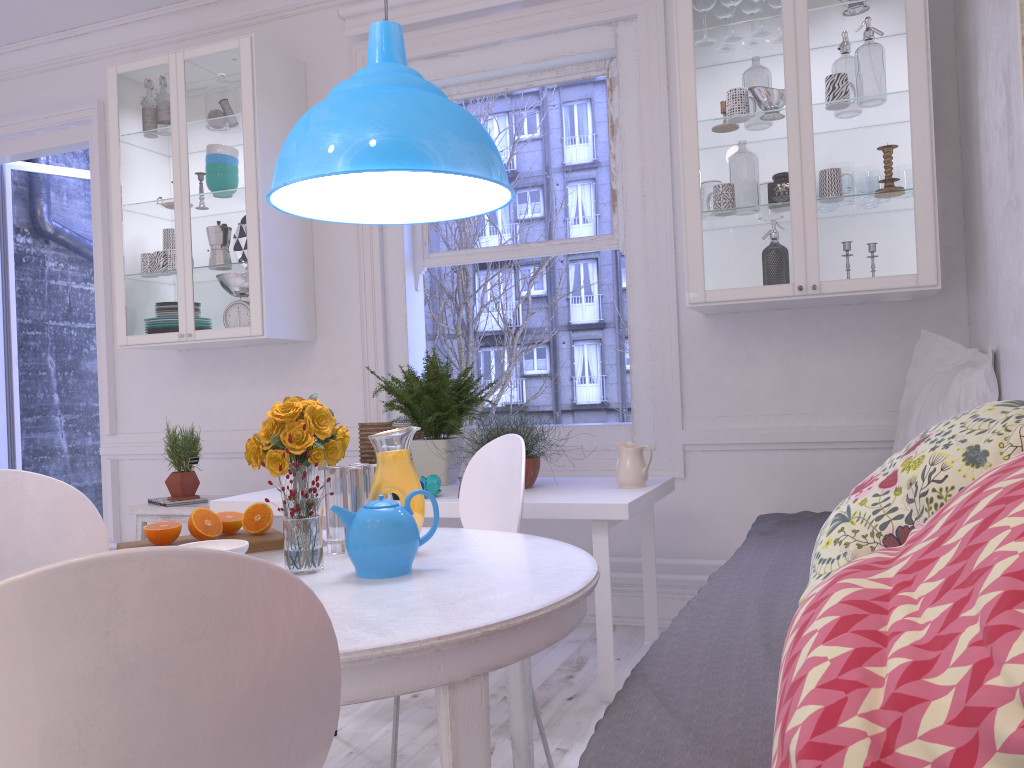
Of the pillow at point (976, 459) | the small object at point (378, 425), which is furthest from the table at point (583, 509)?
the pillow at point (976, 459)

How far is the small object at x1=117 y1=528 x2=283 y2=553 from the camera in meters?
2.0 m

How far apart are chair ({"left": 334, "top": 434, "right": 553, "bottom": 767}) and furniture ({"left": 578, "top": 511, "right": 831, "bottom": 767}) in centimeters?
48cm

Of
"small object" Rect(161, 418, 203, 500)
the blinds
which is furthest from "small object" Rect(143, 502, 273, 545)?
the blinds

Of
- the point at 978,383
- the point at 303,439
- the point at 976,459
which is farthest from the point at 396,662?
the point at 978,383

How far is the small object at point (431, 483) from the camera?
2.9 meters

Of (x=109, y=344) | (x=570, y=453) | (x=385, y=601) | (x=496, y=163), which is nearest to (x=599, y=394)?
(x=570, y=453)

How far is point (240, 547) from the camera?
1.7m

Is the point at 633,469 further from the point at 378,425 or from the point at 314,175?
the point at 314,175

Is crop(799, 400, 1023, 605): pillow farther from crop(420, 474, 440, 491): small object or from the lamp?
crop(420, 474, 440, 491): small object
